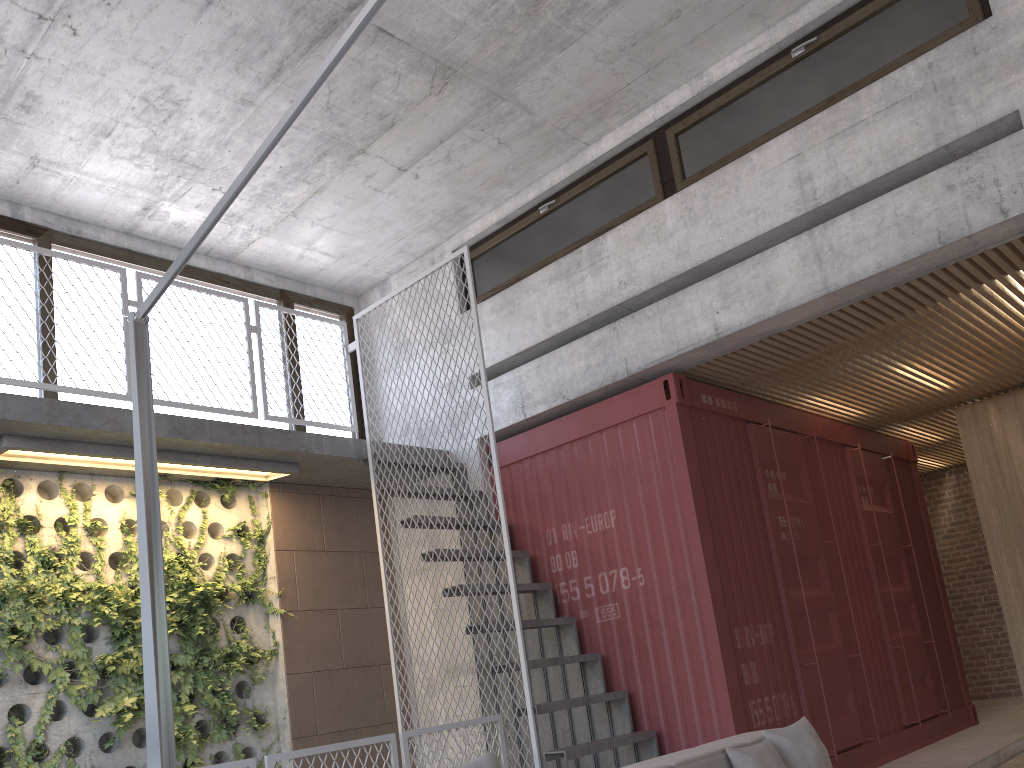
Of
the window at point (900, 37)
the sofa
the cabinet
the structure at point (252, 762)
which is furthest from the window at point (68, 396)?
the cabinet

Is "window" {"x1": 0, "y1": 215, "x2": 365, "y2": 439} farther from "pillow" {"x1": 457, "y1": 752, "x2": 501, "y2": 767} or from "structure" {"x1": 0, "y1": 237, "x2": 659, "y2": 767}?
"pillow" {"x1": 457, "y1": 752, "x2": 501, "y2": 767}

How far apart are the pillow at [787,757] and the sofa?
0.0m

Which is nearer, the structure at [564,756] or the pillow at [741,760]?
the pillow at [741,760]

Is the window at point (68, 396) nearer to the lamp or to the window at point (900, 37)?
the window at point (900, 37)

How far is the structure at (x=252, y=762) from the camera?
4.2 meters

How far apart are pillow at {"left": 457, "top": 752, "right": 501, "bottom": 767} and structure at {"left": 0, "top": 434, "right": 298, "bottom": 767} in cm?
415

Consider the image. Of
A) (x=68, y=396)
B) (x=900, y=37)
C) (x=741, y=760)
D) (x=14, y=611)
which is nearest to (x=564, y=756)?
(x=741, y=760)

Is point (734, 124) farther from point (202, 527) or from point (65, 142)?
point (202, 527)

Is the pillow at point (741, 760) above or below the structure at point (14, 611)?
below
